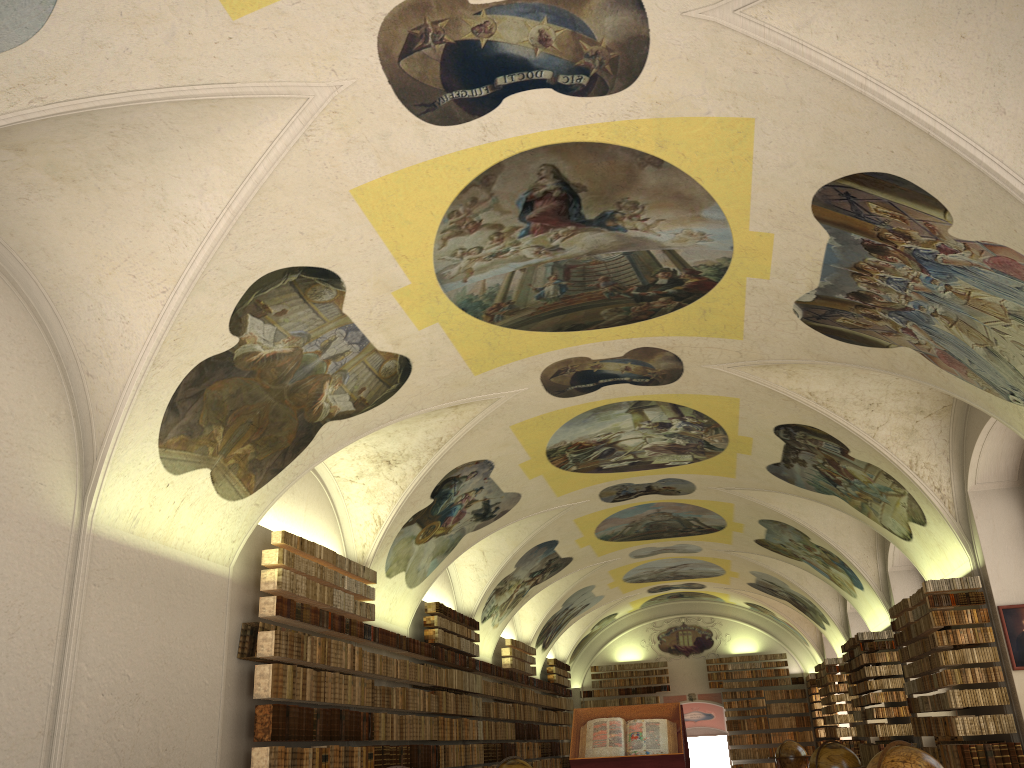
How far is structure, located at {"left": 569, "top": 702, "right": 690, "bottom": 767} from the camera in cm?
956

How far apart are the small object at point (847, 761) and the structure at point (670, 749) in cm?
585

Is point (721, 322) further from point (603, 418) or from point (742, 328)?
point (603, 418)

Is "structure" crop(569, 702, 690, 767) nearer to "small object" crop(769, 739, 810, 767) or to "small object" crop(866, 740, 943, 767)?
"small object" crop(866, 740, 943, 767)

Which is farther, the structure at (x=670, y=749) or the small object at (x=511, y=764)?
the small object at (x=511, y=764)

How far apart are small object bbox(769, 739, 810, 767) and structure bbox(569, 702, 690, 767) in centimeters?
1629cm

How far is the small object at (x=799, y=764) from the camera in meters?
25.1

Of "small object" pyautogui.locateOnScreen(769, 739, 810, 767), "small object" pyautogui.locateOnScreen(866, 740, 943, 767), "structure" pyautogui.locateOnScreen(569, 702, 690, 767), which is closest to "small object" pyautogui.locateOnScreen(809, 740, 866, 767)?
"structure" pyautogui.locateOnScreen(569, 702, 690, 767)

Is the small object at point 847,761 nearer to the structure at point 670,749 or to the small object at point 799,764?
the structure at point 670,749

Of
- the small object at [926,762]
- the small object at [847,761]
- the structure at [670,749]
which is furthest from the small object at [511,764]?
the small object at [926,762]
